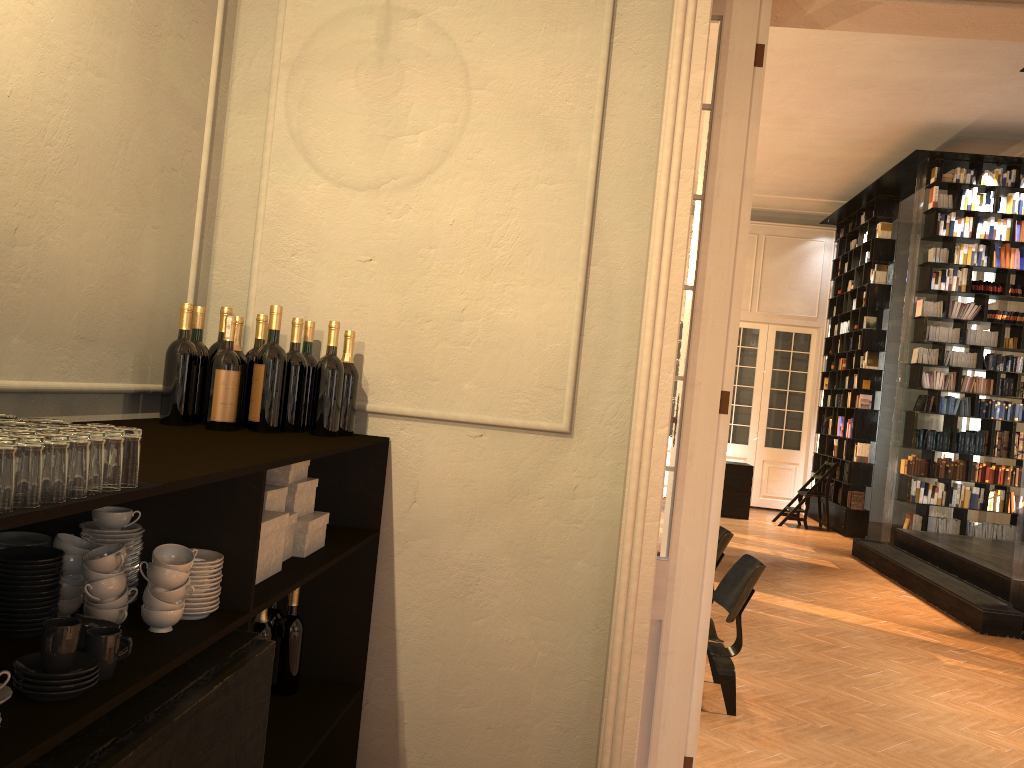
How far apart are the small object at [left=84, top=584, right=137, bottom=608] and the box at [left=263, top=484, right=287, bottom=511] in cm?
68

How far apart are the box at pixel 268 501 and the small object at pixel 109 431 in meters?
1.1 m

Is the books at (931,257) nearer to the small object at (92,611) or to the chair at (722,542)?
the chair at (722,542)

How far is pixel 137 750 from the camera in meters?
1.3

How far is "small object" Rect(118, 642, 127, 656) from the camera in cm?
156

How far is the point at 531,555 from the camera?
3.12m

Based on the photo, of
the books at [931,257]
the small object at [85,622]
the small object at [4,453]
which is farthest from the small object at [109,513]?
the books at [931,257]

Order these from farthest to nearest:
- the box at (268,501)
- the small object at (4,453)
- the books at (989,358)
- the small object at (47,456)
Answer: the books at (989,358), the box at (268,501), the small object at (47,456), the small object at (4,453)

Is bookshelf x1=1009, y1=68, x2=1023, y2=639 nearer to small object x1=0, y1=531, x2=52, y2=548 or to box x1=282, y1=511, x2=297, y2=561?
box x1=282, y1=511, x2=297, y2=561

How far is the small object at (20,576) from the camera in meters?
1.6
